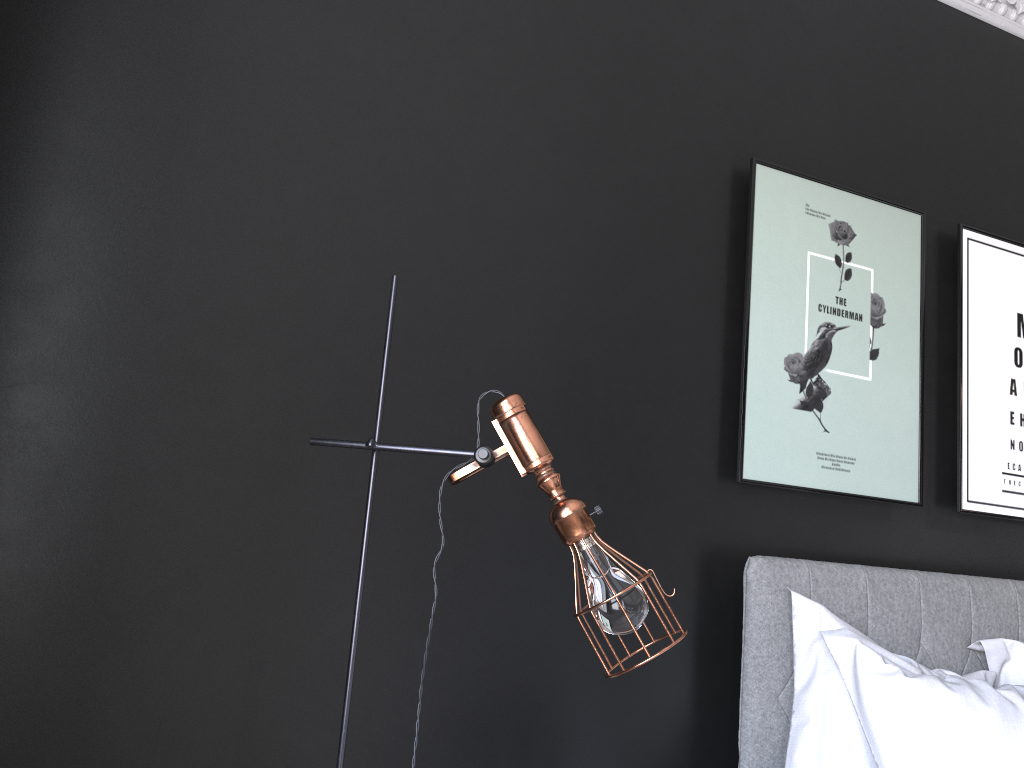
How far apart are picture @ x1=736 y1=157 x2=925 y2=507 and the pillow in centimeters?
37cm

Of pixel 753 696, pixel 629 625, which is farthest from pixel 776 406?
pixel 629 625

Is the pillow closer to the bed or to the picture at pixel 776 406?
the bed

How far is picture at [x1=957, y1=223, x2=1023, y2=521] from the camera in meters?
3.2

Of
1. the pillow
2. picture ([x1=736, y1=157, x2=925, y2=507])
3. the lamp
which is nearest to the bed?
the pillow

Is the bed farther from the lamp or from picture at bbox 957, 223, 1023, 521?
the lamp

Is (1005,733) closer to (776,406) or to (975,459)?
(776,406)

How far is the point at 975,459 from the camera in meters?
3.2 m

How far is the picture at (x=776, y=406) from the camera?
2.86m

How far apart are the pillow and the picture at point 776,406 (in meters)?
0.37
